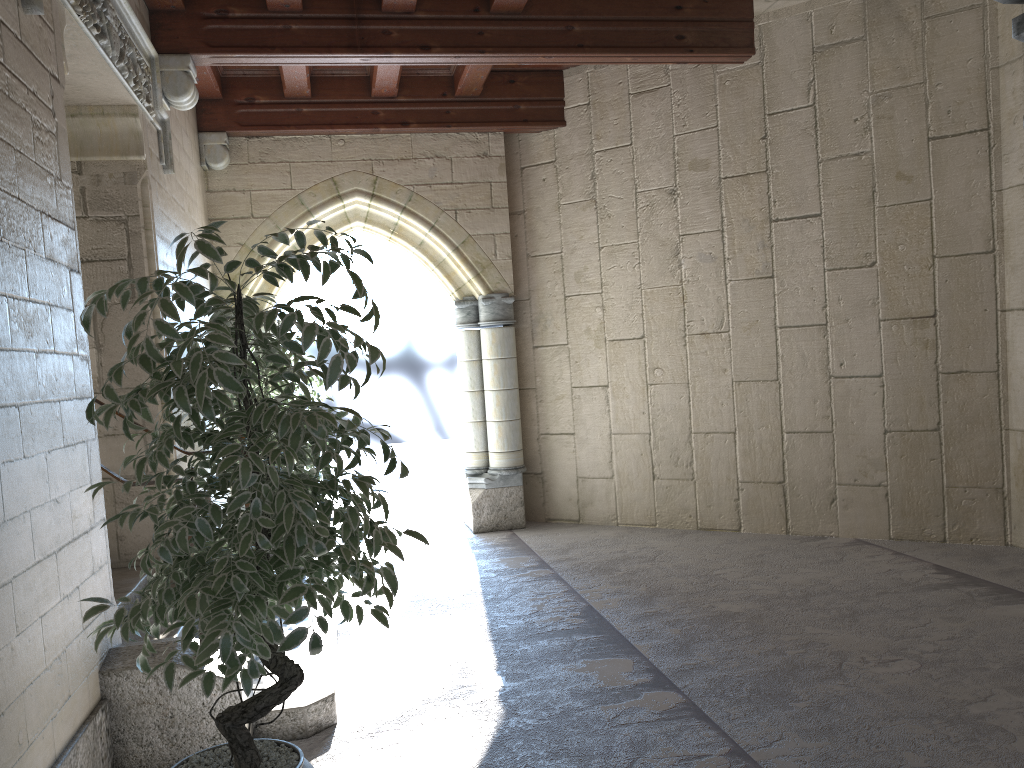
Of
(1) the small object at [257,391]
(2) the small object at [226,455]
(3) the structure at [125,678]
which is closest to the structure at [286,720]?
(3) the structure at [125,678]

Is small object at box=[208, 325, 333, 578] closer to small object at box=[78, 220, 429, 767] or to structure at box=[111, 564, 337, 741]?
structure at box=[111, 564, 337, 741]

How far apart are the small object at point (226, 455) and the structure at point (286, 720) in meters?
0.6 m

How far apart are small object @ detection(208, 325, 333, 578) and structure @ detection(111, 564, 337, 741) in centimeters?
139cm

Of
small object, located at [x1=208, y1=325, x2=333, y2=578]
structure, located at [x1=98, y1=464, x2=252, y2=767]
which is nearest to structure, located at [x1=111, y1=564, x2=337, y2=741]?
structure, located at [x1=98, y1=464, x2=252, y2=767]

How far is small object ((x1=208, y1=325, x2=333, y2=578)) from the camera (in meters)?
5.15

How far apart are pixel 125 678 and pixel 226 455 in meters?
1.3

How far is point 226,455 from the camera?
1.9m

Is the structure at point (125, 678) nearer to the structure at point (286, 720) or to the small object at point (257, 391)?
the structure at point (286, 720)

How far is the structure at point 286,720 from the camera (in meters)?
3.02
